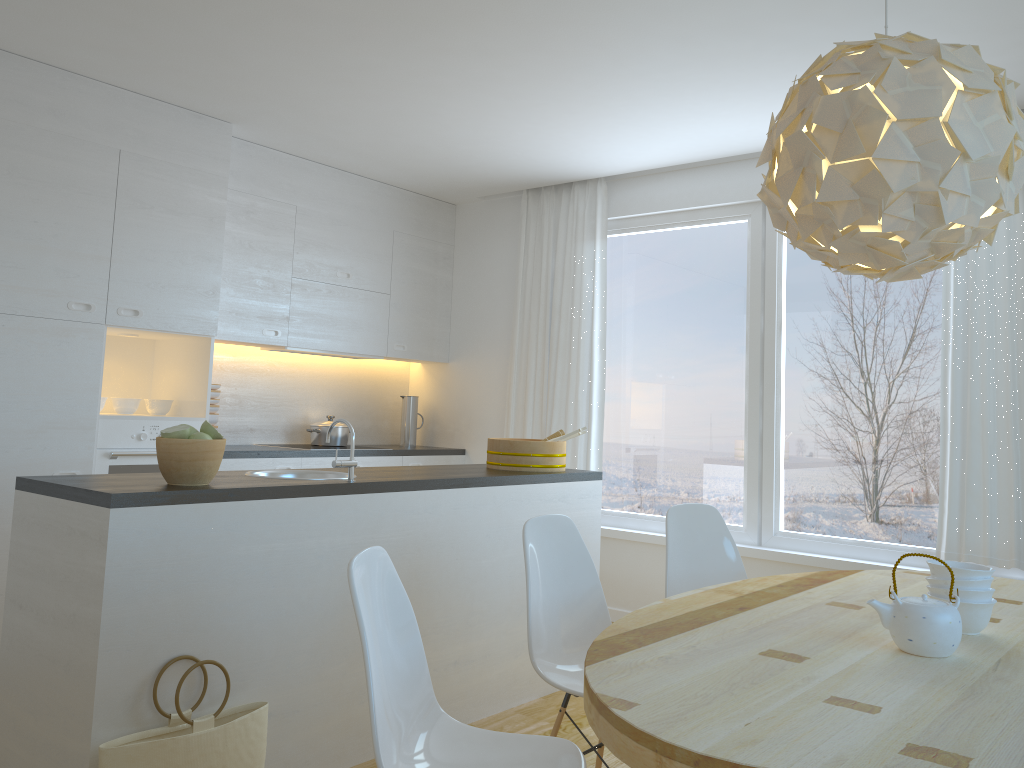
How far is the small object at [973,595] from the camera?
2.1m

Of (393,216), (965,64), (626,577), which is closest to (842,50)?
(965,64)

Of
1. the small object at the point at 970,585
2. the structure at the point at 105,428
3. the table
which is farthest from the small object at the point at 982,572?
the structure at the point at 105,428

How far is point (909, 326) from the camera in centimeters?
447cm

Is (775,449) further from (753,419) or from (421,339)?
(421,339)

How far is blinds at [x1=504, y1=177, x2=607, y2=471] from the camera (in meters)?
5.49

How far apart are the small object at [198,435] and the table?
1.4m

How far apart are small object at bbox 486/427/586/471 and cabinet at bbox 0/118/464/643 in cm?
145

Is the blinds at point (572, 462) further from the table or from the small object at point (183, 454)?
the small object at point (183, 454)

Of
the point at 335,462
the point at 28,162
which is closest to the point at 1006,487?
the point at 335,462
